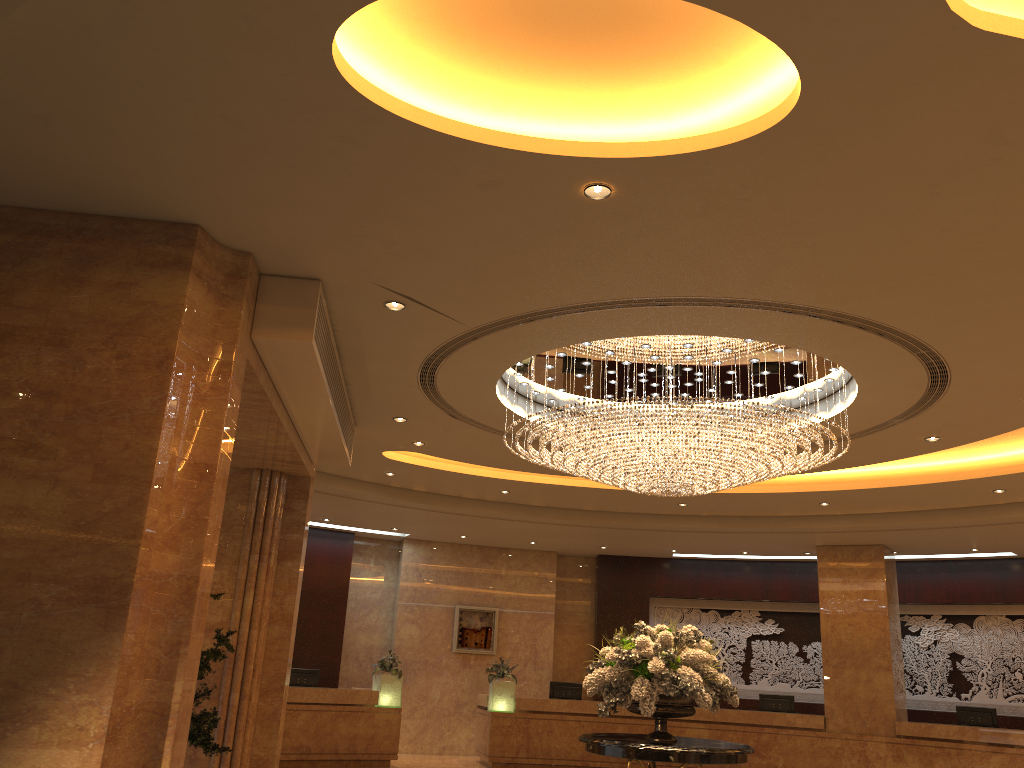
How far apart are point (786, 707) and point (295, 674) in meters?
8.4

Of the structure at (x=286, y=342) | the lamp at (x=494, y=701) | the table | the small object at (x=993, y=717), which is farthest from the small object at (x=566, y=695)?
the table

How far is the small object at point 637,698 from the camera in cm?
727

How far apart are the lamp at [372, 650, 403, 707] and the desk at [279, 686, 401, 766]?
0.11m

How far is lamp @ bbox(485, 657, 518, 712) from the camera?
15.2m

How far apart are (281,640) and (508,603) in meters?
8.9 m

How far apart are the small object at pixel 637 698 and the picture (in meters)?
9.64

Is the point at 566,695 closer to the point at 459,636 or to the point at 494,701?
the point at 494,701

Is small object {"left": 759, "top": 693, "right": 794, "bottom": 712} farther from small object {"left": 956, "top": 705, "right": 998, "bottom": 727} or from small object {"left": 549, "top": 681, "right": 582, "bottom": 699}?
small object {"left": 549, "top": 681, "right": 582, "bottom": 699}

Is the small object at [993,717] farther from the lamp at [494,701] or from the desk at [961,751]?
the lamp at [494,701]
